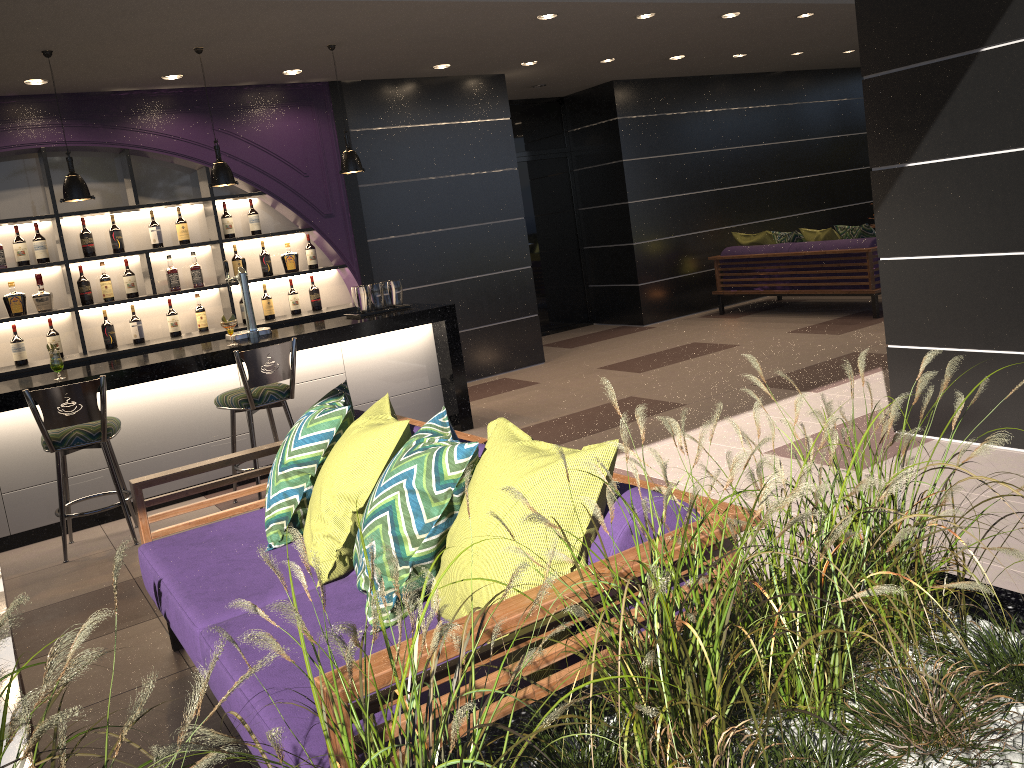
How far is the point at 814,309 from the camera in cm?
950

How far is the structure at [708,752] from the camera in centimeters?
118cm

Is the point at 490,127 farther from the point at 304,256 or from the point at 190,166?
the point at 190,166

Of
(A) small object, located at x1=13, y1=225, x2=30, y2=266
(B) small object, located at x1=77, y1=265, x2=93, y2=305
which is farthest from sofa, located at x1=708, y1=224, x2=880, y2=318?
(A) small object, located at x1=13, y1=225, x2=30, y2=266

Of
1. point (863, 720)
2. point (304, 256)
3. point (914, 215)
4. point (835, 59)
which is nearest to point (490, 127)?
point (304, 256)

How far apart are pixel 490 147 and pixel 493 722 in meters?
7.4

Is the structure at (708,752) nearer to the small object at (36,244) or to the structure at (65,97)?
the structure at (65,97)

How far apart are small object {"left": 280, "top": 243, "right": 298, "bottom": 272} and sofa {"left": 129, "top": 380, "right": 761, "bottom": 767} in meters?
3.9 m

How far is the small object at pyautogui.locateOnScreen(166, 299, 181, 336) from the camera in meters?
6.8 m

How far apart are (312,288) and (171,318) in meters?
1.2
